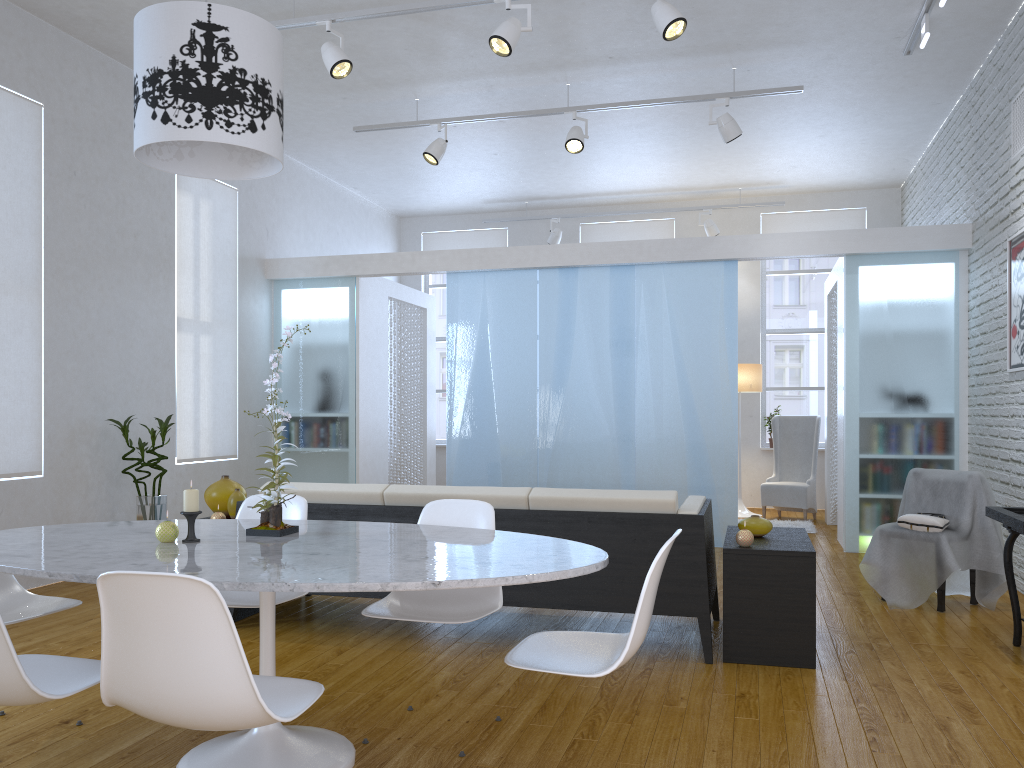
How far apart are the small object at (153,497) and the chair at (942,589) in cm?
440

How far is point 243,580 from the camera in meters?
1.9 m

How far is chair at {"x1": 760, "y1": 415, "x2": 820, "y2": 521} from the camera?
8.0m

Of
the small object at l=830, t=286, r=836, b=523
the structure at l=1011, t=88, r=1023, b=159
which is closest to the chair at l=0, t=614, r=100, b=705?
the structure at l=1011, t=88, r=1023, b=159

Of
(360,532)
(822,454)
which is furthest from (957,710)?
(822,454)

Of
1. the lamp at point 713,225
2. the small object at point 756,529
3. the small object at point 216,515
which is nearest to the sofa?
the small object at point 756,529

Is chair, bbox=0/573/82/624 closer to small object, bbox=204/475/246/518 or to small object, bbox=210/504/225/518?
small object, bbox=210/504/225/518

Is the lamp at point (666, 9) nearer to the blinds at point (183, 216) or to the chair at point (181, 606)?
the blinds at point (183, 216)

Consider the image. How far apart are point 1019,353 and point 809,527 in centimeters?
284cm

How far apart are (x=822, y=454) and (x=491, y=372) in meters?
4.0
